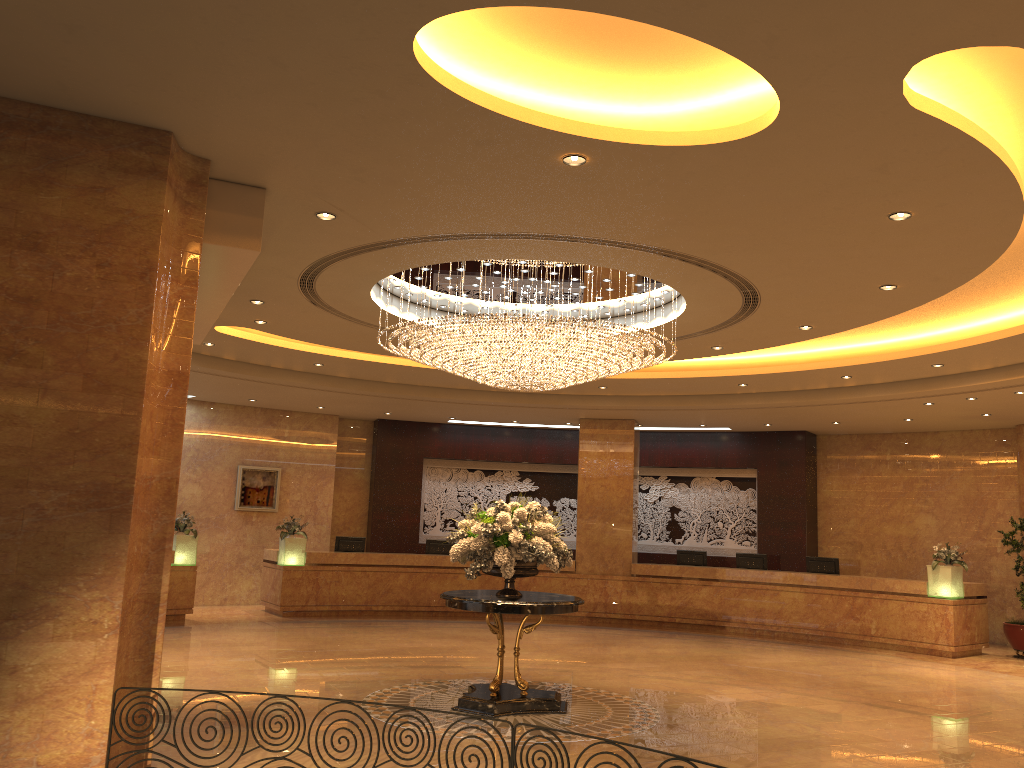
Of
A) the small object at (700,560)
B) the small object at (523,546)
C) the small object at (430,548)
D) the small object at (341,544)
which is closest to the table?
the small object at (523,546)

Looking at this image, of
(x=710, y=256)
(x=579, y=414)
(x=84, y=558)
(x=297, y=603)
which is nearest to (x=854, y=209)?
(x=710, y=256)

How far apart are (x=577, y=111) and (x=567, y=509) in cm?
1491

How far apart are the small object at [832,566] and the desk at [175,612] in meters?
11.0

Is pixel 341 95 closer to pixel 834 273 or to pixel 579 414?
pixel 834 273

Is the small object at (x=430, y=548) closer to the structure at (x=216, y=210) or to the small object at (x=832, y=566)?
the small object at (x=832, y=566)

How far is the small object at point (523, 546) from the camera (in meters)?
8.70

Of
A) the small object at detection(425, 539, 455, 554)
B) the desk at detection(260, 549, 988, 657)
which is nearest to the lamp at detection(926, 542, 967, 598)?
the desk at detection(260, 549, 988, 657)

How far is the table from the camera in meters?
8.5 m

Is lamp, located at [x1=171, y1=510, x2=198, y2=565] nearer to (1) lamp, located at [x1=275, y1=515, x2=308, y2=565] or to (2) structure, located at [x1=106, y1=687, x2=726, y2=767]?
(1) lamp, located at [x1=275, y1=515, x2=308, y2=565]
